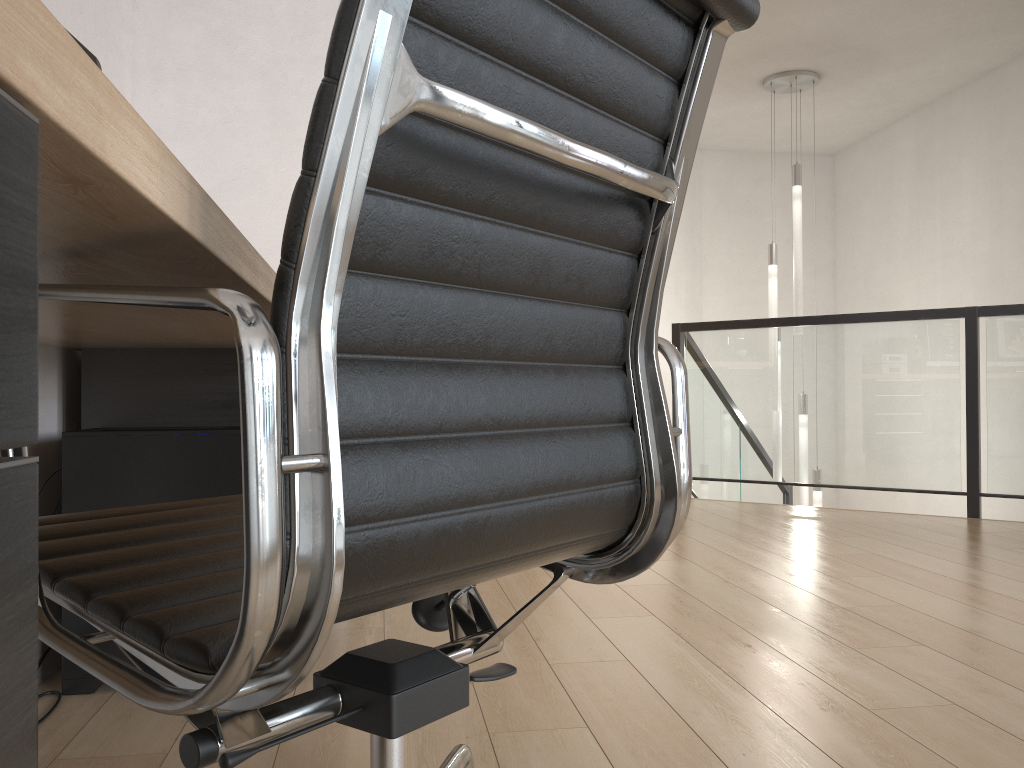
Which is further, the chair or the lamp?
the lamp

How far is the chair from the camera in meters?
0.6

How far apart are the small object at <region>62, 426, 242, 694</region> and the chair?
0.8 meters

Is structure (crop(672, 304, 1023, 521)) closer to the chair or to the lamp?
the lamp

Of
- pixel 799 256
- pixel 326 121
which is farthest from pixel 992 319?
pixel 326 121

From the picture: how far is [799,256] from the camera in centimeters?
577cm

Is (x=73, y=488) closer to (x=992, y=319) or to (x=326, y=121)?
(x=326, y=121)

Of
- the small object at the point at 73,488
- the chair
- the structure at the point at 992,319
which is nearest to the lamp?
the structure at the point at 992,319

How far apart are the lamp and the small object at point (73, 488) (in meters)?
4.54

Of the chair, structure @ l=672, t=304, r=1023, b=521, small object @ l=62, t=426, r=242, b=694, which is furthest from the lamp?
the chair
